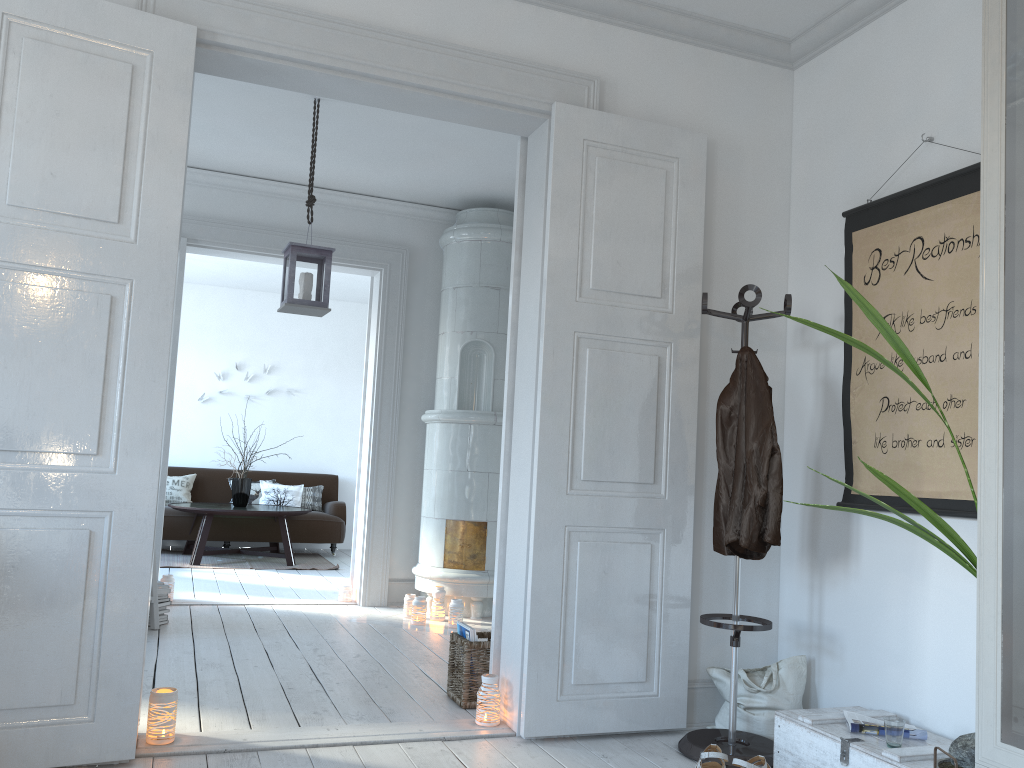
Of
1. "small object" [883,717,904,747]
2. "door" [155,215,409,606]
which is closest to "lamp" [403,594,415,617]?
"door" [155,215,409,606]

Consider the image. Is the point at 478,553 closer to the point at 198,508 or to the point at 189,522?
the point at 198,508

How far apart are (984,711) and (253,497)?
8.2m

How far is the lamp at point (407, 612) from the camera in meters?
5.6

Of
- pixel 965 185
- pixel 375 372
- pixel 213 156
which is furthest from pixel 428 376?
pixel 965 185

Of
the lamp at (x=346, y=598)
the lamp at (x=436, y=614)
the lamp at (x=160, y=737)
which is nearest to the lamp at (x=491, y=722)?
the lamp at (x=160, y=737)

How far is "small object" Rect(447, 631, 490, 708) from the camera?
3.54m

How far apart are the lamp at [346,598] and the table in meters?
2.0

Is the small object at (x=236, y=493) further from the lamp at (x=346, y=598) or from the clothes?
the clothes

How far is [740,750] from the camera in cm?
303
